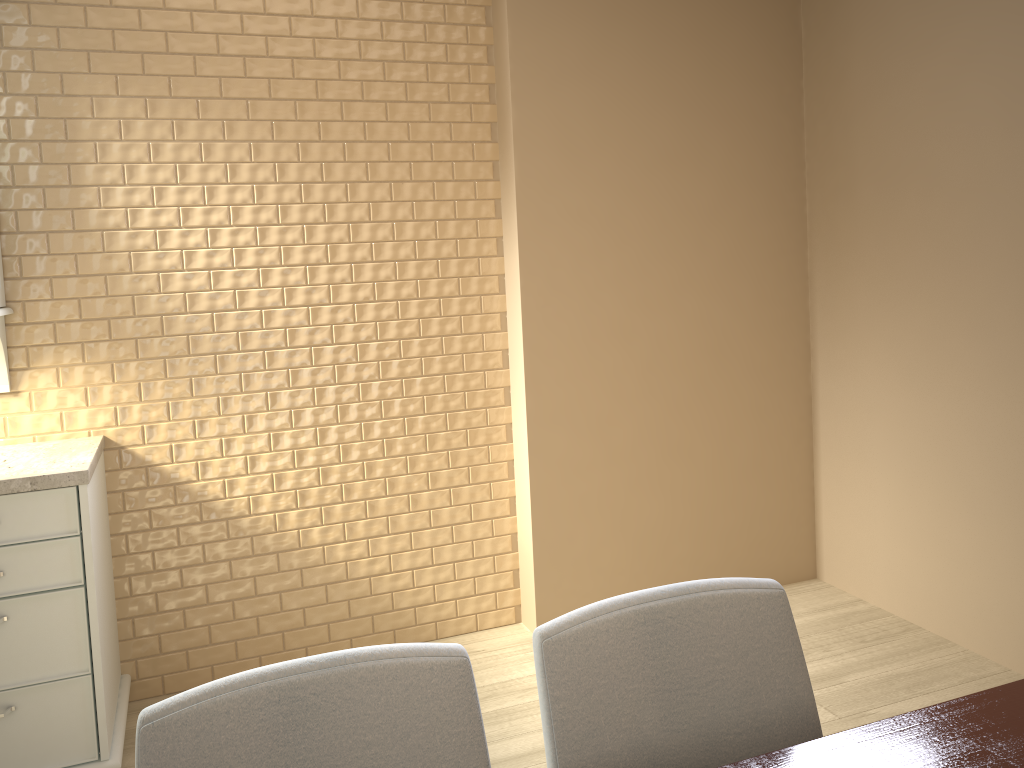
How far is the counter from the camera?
2.12m

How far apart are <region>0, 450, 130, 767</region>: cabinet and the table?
1.7 meters

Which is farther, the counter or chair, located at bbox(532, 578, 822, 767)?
the counter

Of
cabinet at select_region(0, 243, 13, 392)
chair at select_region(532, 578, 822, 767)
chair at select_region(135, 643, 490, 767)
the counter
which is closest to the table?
chair at select_region(532, 578, 822, 767)

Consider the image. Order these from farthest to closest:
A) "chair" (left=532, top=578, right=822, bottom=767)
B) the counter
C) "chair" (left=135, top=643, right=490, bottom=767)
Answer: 1. the counter
2. "chair" (left=532, top=578, right=822, bottom=767)
3. "chair" (left=135, top=643, right=490, bottom=767)

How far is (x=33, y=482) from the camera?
2.1 meters

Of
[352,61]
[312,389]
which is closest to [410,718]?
[312,389]

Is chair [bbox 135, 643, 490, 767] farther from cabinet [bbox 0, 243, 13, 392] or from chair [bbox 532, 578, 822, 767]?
cabinet [bbox 0, 243, 13, 392]

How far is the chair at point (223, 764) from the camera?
1.0 meters

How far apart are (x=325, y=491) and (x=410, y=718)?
1.91m
